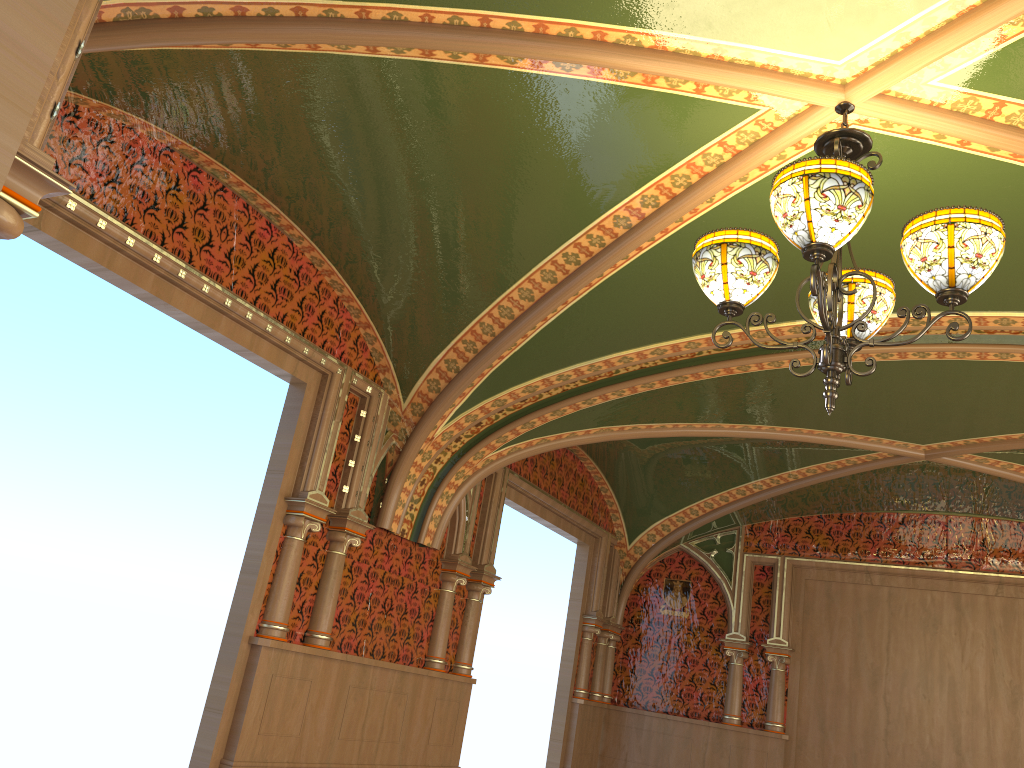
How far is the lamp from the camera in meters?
2.5

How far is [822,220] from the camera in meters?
2.5

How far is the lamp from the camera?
2.51m

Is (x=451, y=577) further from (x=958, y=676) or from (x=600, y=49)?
(x=958, y=676)
